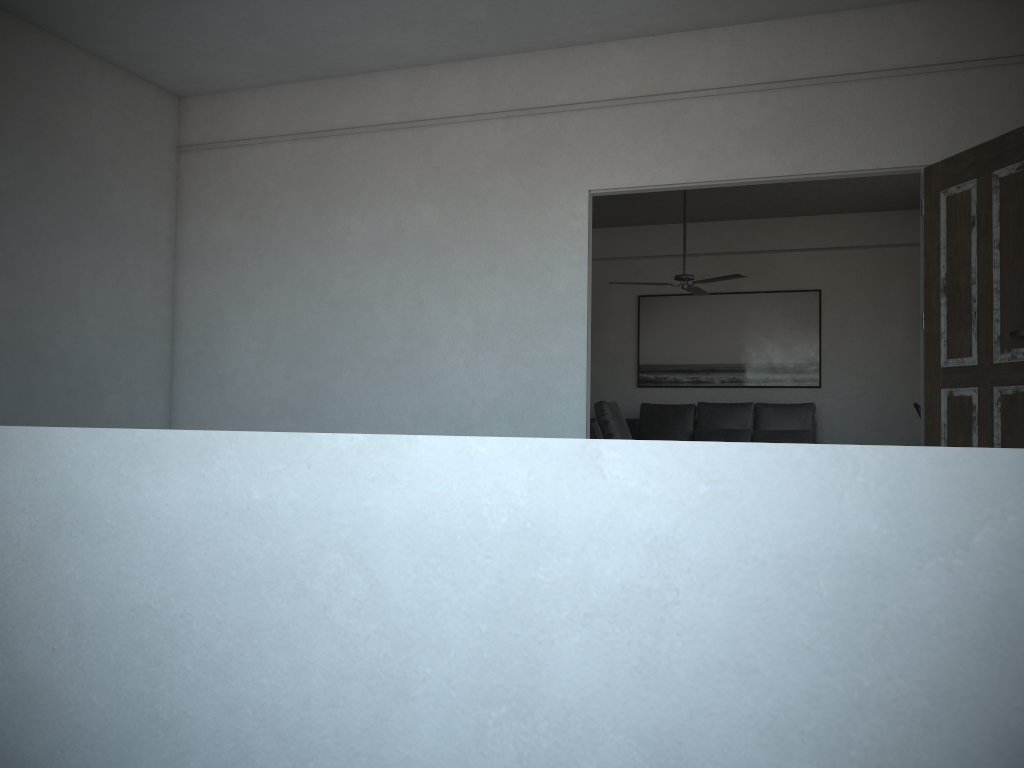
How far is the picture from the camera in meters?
9.4 m

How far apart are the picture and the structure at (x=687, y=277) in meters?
1.6 m

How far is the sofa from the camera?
8.9m

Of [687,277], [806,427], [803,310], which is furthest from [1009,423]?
[803,310]

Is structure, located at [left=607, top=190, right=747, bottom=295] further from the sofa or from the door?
the door

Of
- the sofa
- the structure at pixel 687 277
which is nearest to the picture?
the sofa

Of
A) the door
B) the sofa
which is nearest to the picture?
the sofa

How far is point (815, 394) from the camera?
9.4 meters

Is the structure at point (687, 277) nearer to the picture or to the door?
the picture

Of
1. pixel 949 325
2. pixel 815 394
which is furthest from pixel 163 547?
pixel 815 394
